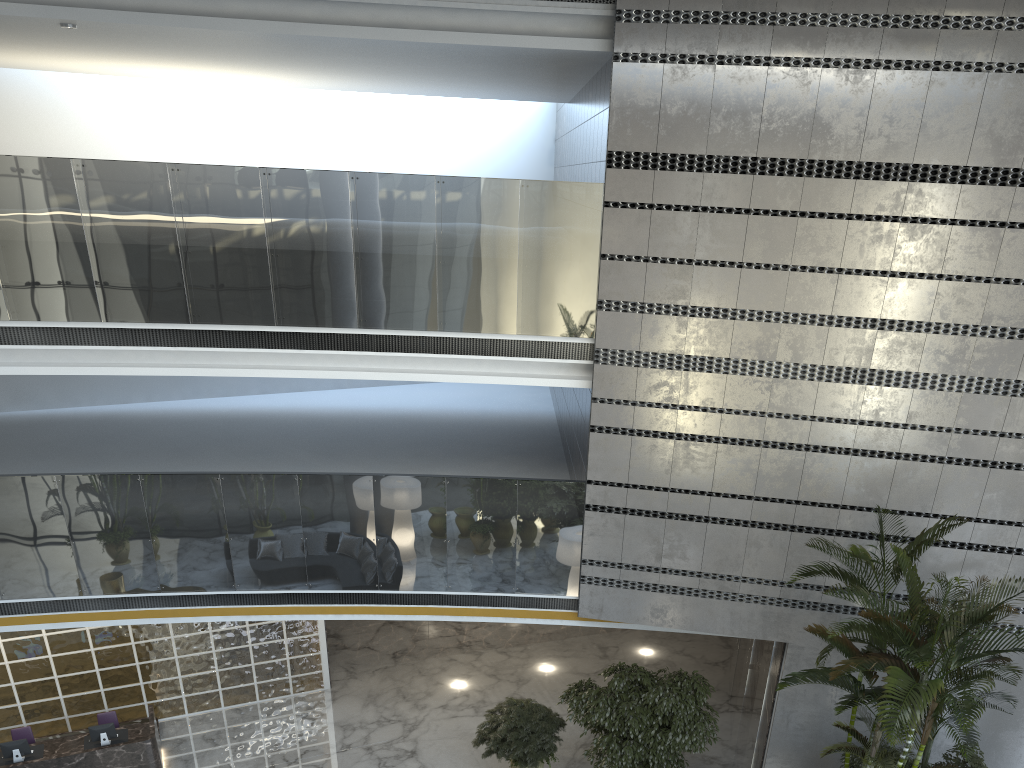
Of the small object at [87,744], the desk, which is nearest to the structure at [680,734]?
the desk

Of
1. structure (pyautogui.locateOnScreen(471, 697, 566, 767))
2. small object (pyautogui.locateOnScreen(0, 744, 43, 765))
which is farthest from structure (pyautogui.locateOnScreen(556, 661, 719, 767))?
small object (pyautogui.locateOnScreen(0, 744, 43, 765))

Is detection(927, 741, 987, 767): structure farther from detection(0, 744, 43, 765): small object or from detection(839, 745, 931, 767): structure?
detection(0, 744, 43, 765): small object

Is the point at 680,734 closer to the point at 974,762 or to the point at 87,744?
the point at 974,762

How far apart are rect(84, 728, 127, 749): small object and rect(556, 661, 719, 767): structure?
5.3m

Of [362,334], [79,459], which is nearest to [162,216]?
[362,334]

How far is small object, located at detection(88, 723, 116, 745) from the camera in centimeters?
987cm

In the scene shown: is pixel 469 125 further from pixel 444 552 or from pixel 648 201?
A: pixel 444 552

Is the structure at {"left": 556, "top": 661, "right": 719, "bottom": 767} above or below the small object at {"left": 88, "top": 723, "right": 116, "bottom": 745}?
above

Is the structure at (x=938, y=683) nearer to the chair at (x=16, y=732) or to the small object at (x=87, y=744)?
the small object at (x=87, y=744)
